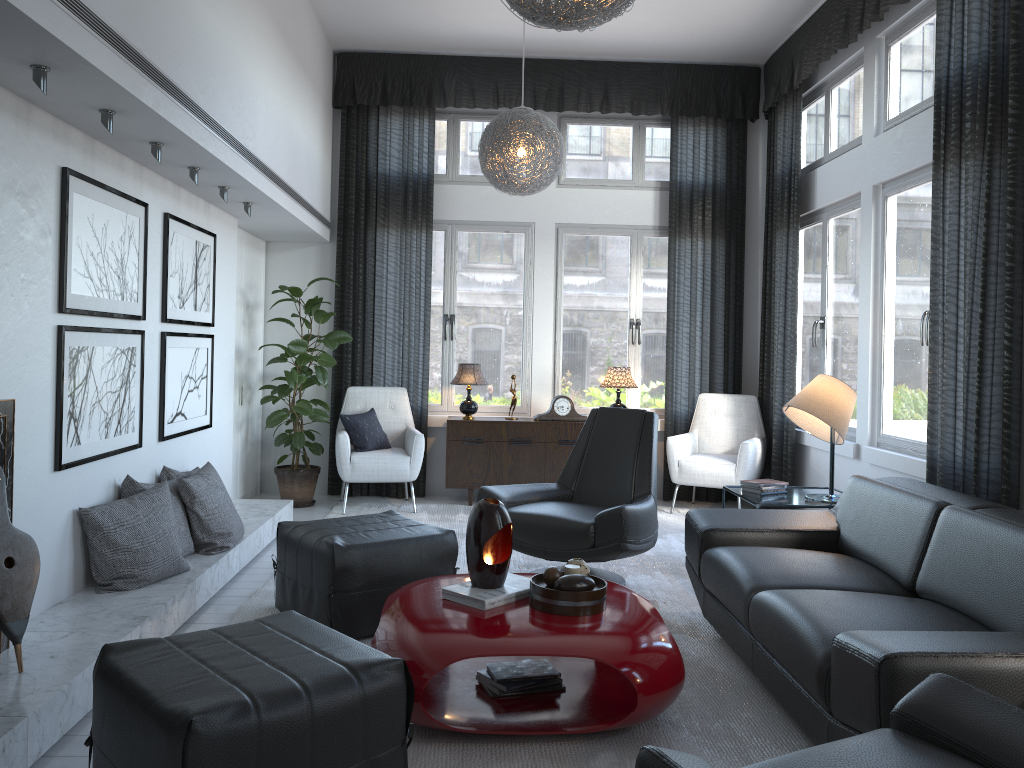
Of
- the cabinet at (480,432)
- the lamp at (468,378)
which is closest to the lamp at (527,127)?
the lamp at (468,378)

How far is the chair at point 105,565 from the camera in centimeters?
340cm

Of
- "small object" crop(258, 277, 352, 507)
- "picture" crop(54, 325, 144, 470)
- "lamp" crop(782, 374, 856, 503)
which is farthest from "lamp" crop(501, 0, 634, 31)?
"small object" crop(258, 277, 352, 507)

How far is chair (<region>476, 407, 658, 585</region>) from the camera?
3.86m

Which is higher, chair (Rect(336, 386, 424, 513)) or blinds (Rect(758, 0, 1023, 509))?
blinds (Rect(758, 0, 1023, 509))

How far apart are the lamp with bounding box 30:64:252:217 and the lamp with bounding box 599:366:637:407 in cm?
277

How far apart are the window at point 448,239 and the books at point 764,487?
2.44m

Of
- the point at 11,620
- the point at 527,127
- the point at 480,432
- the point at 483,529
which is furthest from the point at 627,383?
the point at 11,620

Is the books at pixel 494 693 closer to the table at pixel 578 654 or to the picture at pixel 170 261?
the table at pixel 578 654

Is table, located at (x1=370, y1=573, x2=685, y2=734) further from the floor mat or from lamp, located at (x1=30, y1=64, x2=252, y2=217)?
lamp, located at (x1=30, y1=64, x2=252, y2=217)
